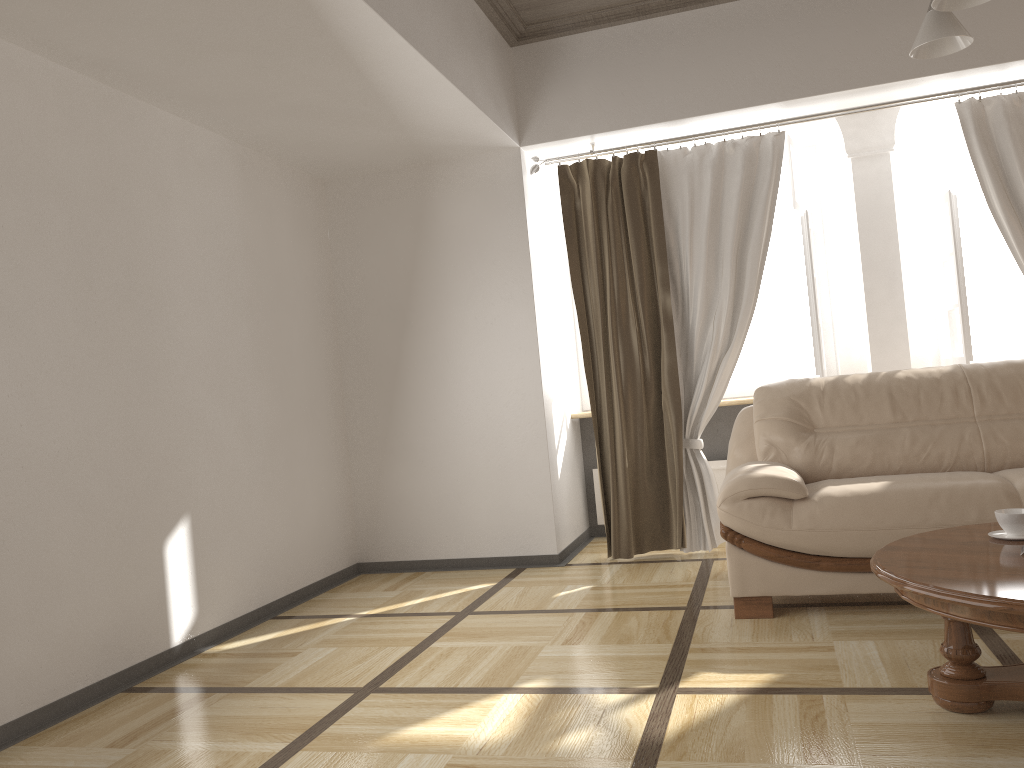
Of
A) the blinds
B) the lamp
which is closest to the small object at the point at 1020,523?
the lamp

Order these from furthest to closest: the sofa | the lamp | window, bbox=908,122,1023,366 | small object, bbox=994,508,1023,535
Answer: window, bbox=908,122,1023,366
the sofa
small object, bbox=994,508,1023,535
the lamp

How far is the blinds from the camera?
4.7 meters

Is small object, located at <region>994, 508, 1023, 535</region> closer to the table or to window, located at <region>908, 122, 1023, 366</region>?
the table

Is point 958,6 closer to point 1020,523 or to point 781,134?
point 1020,523

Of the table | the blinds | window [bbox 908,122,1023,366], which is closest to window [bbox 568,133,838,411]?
the blinds

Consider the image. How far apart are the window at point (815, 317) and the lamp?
2.2m

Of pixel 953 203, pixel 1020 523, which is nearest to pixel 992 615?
pixel 1020 523

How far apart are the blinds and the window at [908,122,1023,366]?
0.2m

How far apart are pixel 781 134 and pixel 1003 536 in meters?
2.7 m
